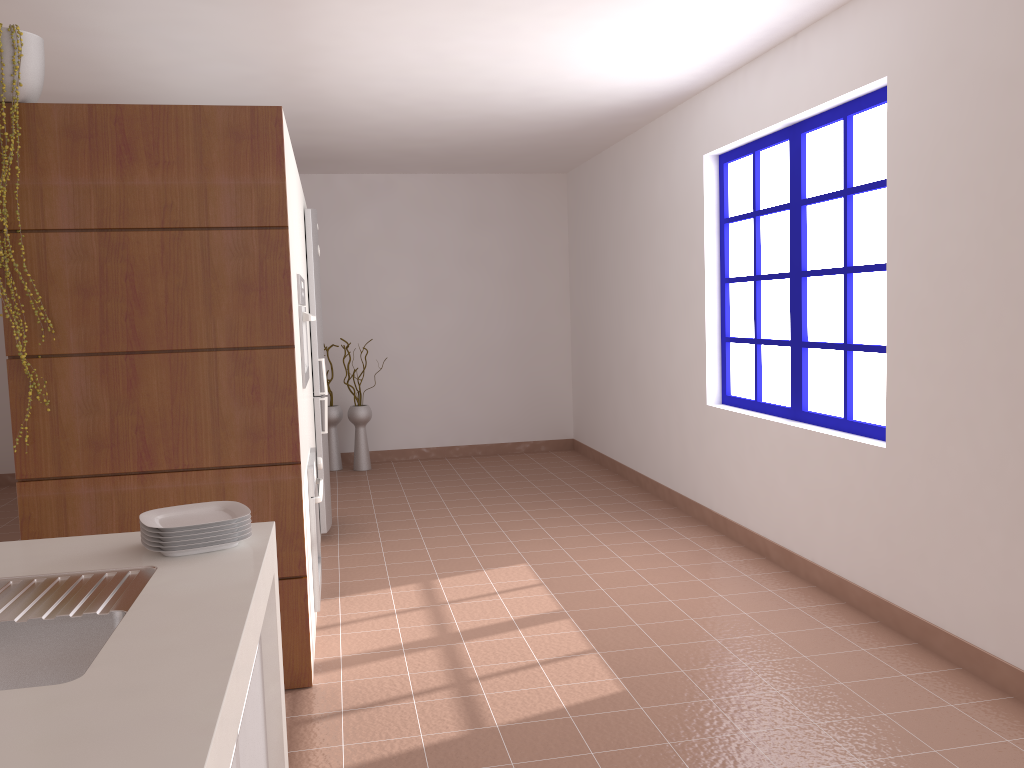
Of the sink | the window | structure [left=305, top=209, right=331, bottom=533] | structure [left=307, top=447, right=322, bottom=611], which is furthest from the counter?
structure [left=305, top=209, right=331, bottom=533]

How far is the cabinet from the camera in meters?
1.6

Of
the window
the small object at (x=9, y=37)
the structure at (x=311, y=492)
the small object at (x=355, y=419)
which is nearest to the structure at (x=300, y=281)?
the structure at (x=311, y=492)

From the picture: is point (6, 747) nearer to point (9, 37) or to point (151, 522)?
point (151, 522)

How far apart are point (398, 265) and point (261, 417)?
4.85m

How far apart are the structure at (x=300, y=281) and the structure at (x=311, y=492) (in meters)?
0.36

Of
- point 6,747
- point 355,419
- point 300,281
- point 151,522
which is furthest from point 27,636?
point 355,419

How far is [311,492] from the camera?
3.6 meters

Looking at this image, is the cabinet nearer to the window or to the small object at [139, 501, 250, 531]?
the small object at [139, 501, 250, 531]

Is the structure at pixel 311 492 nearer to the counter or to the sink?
the counter
